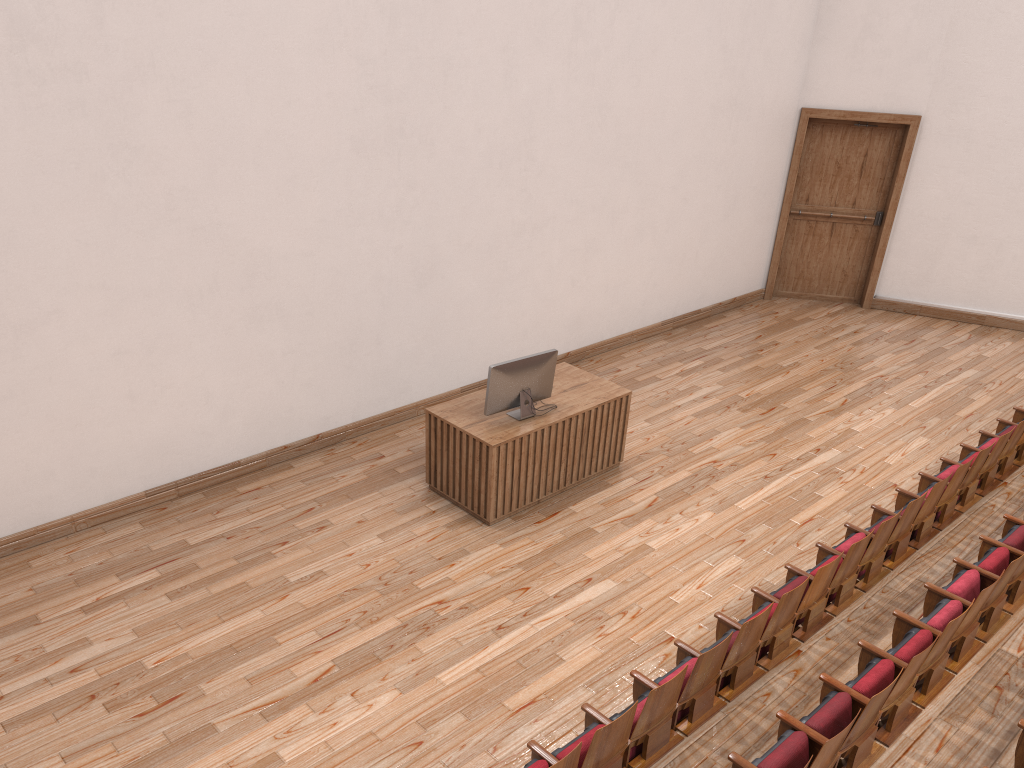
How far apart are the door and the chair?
0.42m

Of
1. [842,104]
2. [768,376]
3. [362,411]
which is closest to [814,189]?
[842,104]

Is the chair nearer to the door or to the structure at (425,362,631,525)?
the structure at (425,362,631,525)

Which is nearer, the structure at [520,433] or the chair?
the chair

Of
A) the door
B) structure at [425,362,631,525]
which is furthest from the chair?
the door

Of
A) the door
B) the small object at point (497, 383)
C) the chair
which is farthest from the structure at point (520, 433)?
the door

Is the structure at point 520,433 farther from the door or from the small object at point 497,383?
the door

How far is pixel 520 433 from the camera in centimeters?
65cm

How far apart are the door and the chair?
0.4m

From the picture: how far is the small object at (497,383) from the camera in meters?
0.7
